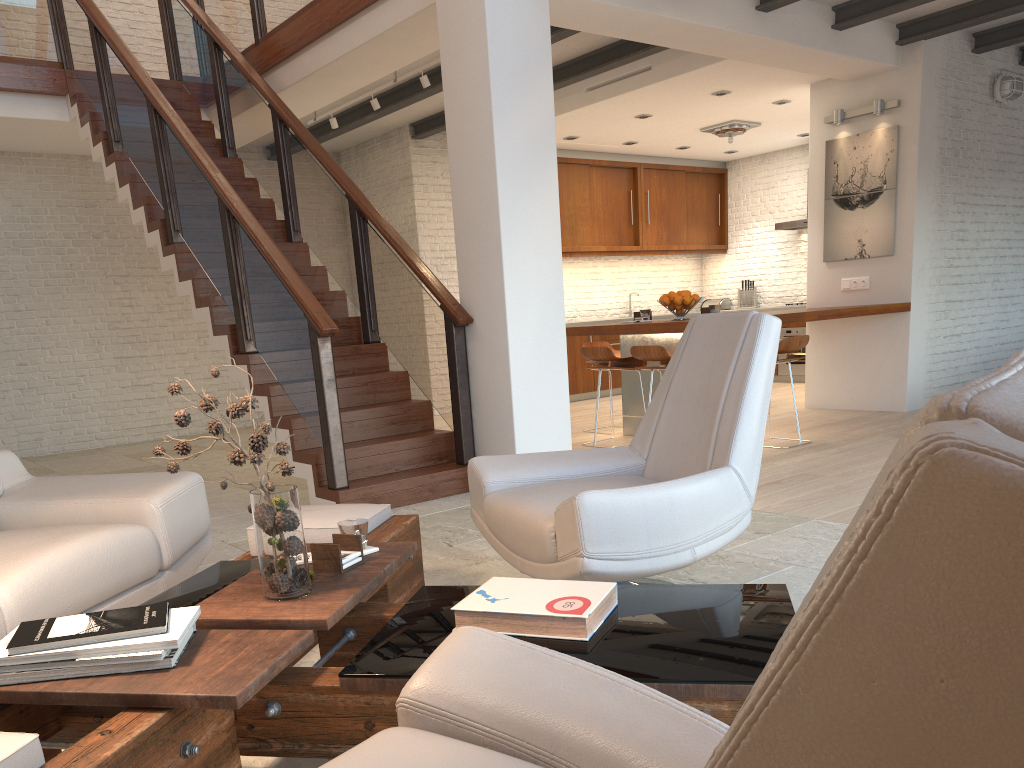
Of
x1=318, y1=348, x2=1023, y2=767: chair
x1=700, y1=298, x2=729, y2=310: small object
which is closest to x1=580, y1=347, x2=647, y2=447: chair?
x1=318, y1=348, x2=1023, y2=767: chair

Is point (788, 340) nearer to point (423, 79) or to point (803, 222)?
point (423, 79)

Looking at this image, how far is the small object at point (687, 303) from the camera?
6.9 meters

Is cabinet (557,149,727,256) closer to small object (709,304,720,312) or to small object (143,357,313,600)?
small object (709,304,720,312)

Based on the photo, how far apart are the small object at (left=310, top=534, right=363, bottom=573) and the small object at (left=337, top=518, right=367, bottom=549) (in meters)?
0.05

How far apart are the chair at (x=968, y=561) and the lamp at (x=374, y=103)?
6.86m

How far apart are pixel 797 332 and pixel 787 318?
4.62m

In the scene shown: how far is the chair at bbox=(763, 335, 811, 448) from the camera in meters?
6.2 m

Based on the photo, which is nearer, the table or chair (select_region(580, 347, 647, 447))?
the table

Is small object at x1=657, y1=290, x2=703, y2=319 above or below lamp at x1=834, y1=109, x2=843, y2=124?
below
